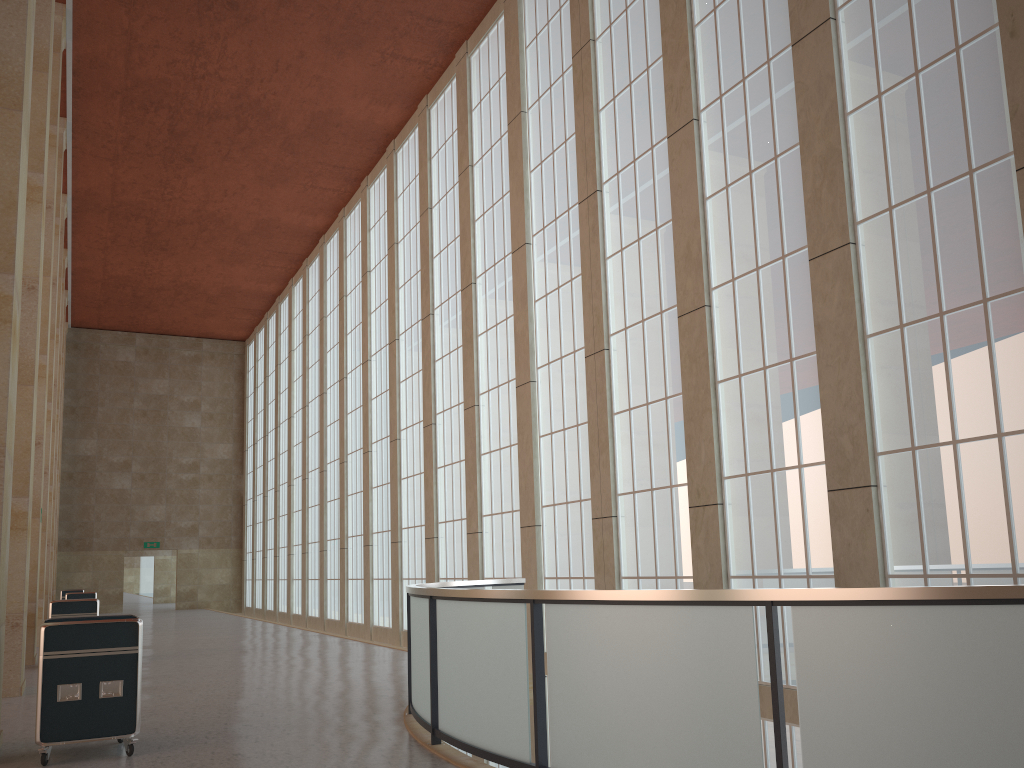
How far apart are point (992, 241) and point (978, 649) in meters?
7.0

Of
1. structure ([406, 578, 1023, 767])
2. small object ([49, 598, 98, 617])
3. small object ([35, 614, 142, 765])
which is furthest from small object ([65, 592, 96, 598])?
small object ([35, 614, 142, 765])

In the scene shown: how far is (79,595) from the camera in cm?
3255

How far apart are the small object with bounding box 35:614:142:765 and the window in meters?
9.1 m

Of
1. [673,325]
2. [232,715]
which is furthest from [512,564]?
[232,715]

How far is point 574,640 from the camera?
7.5 meters

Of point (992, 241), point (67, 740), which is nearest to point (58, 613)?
point (67, 740)

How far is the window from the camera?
11.0 meters

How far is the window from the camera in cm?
1098

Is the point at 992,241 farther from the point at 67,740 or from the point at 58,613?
the point at 58,613
